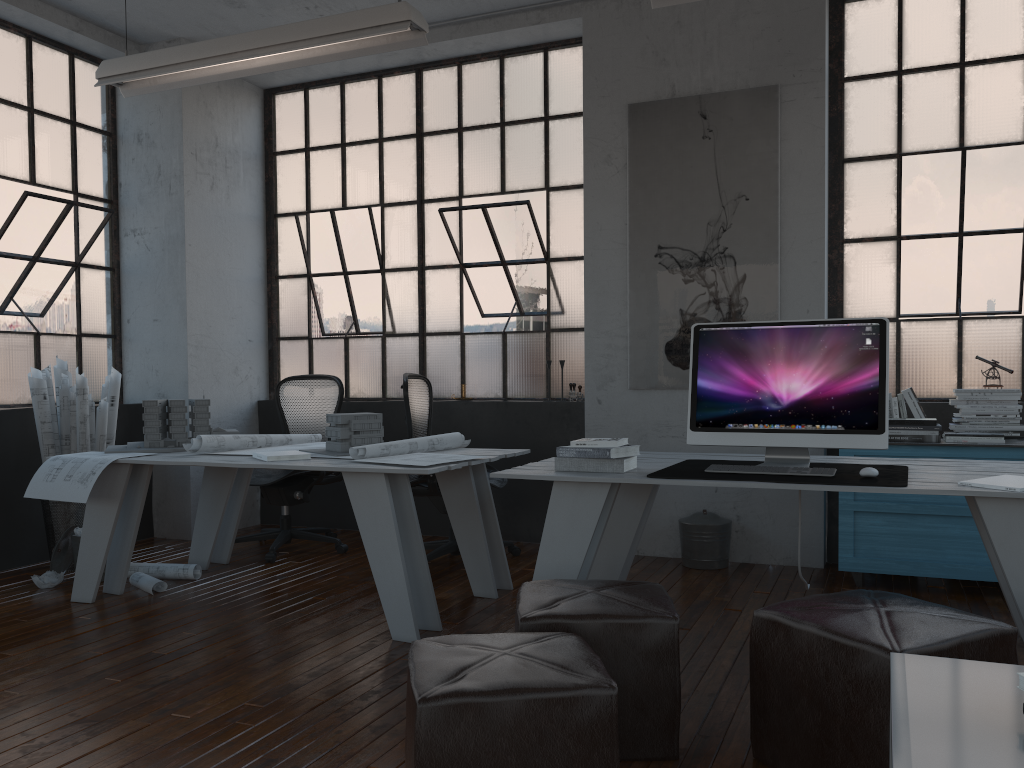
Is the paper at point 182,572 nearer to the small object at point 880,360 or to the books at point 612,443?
the books at point 612,443

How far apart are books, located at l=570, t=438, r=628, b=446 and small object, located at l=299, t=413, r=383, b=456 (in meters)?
1.26

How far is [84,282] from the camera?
5.77m

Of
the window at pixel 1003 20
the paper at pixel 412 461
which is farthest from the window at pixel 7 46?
the window at pixel 1003 20

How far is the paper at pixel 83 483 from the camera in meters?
3.9

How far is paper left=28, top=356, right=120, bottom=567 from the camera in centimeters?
485cm

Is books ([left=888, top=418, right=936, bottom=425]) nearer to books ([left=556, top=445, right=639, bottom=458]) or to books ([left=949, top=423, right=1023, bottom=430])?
books ([left=949, top=423, right=1023, bottom=430])

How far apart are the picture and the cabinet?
0.9m

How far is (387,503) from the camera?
3.5 meters

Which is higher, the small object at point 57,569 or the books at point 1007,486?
the books at point 1007,486
